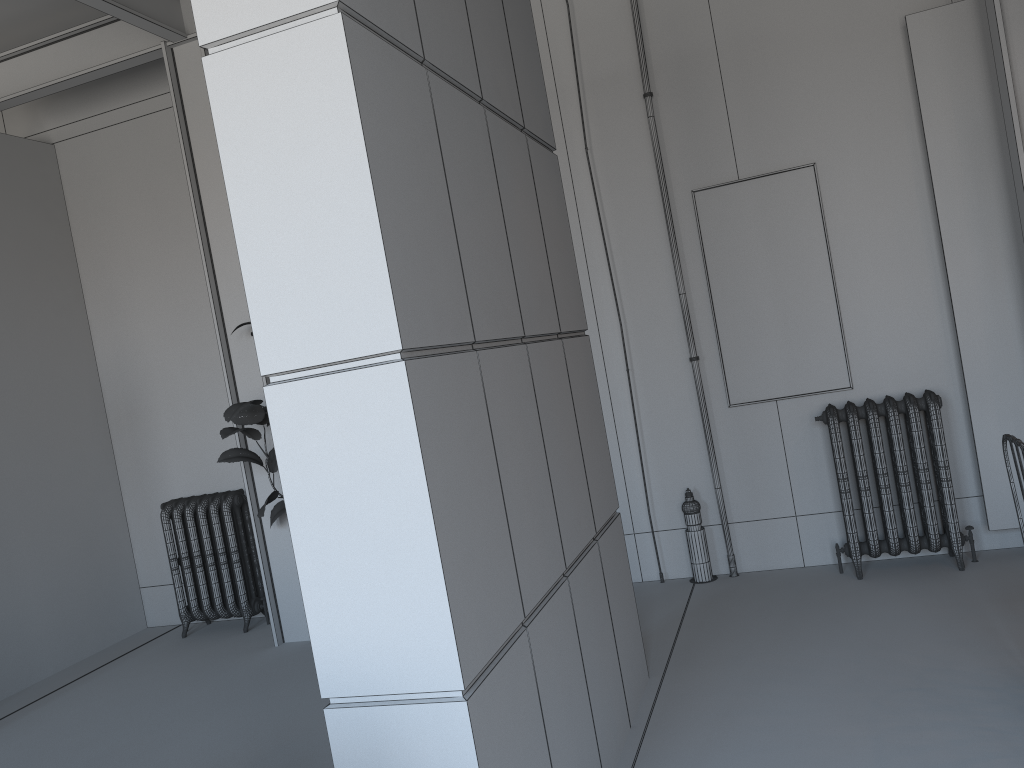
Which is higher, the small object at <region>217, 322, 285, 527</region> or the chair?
the small object at <region>217, 322, 285, 527</region>

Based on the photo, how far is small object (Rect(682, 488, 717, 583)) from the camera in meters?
5.4

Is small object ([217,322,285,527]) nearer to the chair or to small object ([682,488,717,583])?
small object ([682,488,717,583])

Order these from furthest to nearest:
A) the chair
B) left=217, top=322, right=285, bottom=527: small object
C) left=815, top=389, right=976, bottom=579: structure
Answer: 1. left=217, top=322, right=285, bottom=527: small object
2. left=815, top=389, right=976, bottom=579: structure
3. the chair

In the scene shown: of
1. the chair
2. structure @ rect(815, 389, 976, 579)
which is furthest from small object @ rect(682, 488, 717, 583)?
the chair

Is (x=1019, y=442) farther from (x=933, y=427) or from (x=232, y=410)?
(x=232, y=410)

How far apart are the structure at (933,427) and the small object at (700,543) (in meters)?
0.81

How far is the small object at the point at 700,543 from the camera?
5.40m

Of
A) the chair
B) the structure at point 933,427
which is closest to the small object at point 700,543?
the structure at point 933,427

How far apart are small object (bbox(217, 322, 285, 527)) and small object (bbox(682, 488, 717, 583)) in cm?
248
